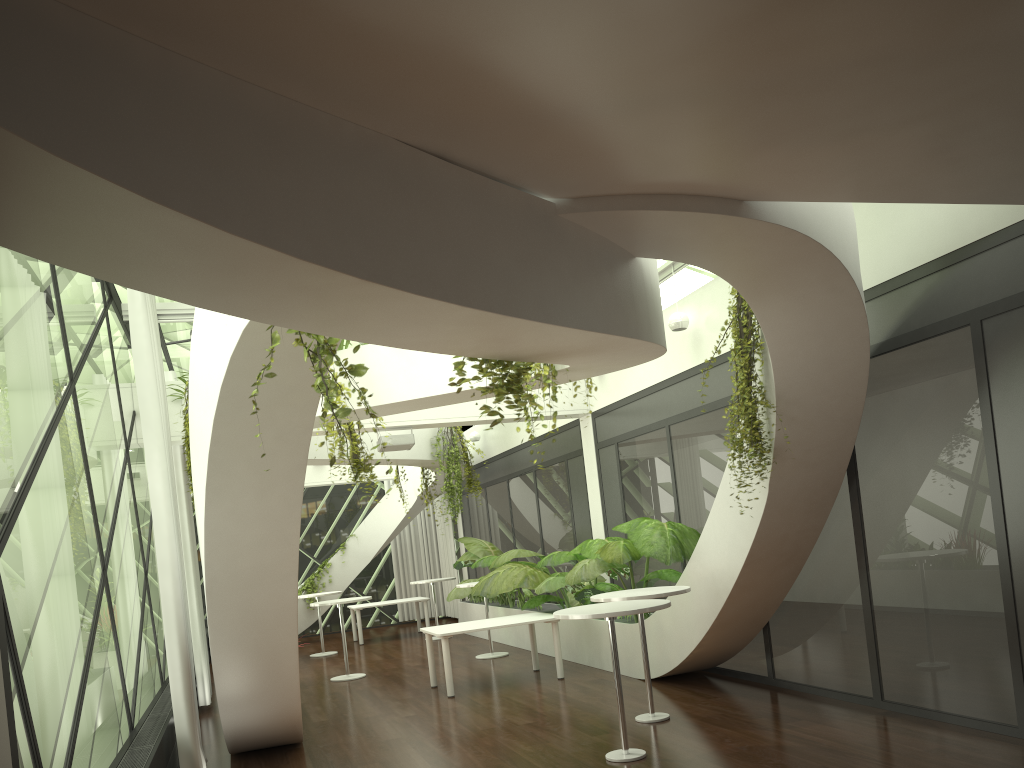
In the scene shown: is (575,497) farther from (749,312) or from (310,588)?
(310,588)

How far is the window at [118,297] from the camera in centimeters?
917cm

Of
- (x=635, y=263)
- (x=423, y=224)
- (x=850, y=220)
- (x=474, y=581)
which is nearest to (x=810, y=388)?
(x=850, y=220)

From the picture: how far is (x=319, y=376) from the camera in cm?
444

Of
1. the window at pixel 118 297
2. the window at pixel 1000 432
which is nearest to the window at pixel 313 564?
the window at pixel 118 297

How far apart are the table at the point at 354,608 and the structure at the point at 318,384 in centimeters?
1064cm

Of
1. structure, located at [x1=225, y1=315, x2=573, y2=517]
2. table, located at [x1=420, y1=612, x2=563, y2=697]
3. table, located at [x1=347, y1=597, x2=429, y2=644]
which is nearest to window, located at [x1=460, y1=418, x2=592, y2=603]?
table, located at [x1=347, y1=597, x2=429, y2=644]

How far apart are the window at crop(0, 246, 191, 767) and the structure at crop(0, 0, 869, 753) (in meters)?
0.68

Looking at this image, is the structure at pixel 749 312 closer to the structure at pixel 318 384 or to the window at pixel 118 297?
the structure at pixel 318 384

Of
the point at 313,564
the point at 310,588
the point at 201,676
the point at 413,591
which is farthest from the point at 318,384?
Answer: the point at 413,591
